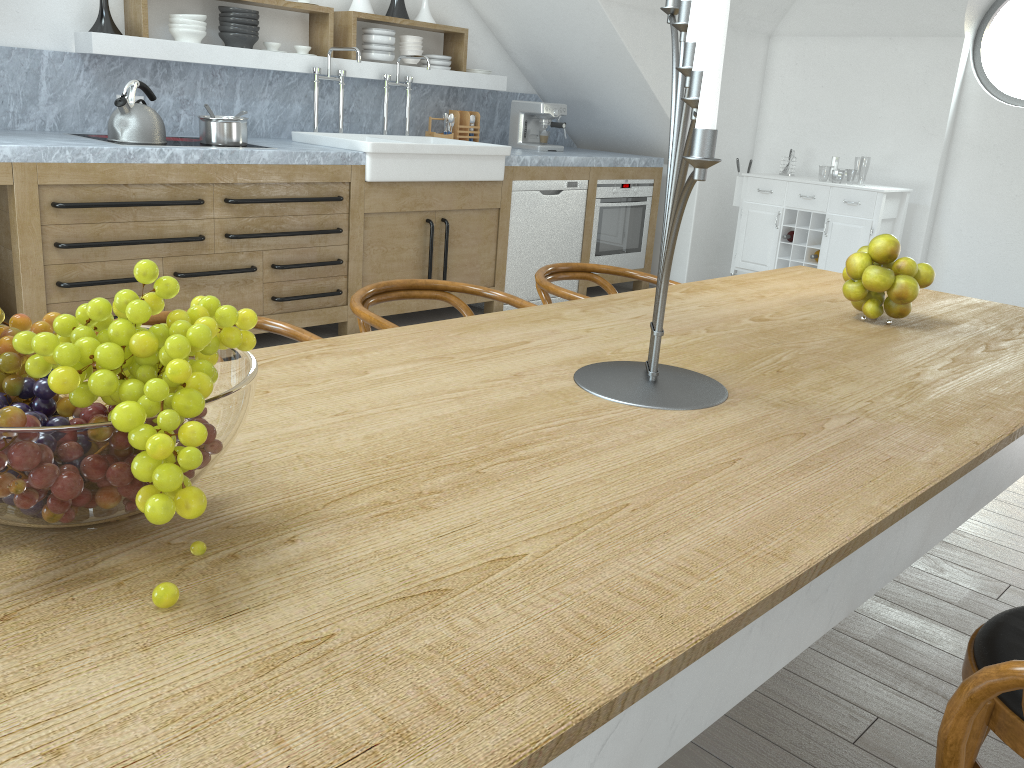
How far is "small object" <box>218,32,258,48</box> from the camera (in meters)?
4.57

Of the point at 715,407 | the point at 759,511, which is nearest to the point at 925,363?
the point at 715,407

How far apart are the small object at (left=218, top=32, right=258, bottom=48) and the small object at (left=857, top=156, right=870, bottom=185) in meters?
45.3 m

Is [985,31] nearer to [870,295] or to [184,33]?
[870,295]

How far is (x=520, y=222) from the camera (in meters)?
5.35

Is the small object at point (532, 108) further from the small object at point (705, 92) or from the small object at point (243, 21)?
the small object at point (705, 92)

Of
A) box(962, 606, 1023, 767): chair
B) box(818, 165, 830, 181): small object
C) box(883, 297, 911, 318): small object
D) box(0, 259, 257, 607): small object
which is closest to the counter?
box(0, 259, 257, 607): small object

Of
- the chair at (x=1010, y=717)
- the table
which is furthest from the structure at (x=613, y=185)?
the chair at (x=1010, y=717)

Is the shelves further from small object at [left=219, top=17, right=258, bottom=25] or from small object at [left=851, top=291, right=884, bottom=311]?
small object at [left=851, top=291, right=884, bottom=311]

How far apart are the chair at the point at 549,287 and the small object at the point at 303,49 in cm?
270
